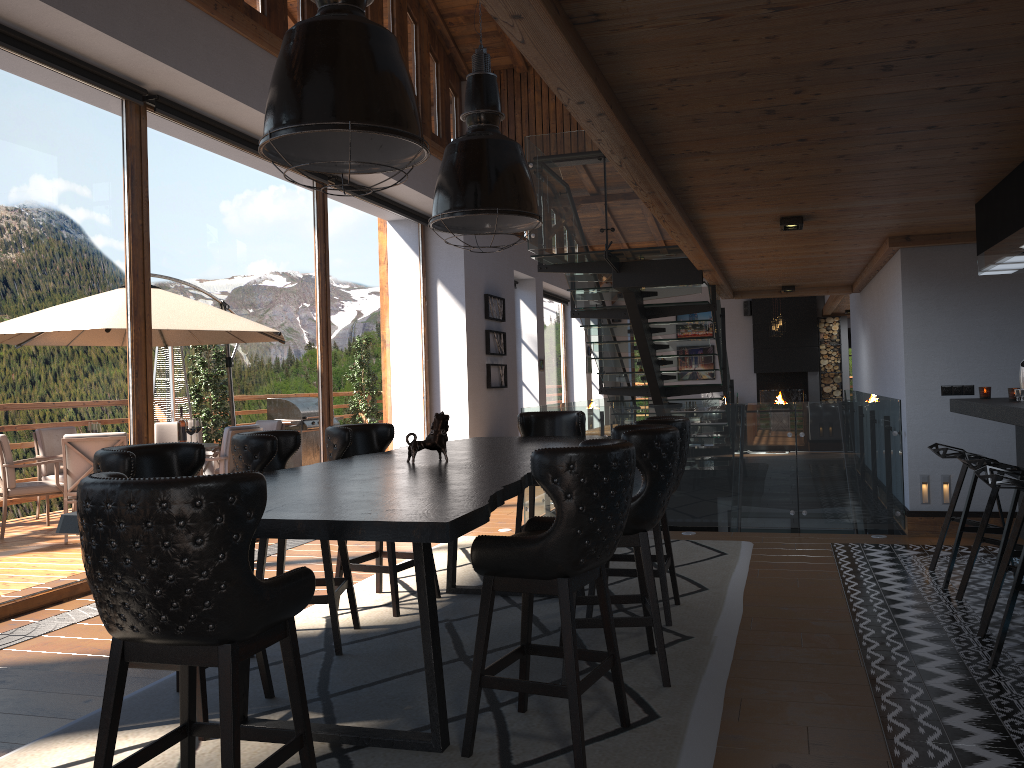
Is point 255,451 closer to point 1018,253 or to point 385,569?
point 385,569

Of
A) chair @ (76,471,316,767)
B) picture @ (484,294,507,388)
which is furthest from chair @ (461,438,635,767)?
picture @ (484,294,507,388)

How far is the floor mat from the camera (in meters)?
3.11

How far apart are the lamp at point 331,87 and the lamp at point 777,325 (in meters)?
14.88

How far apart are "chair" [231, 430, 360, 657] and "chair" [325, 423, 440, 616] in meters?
0.3

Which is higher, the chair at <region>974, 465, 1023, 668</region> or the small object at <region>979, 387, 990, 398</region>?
the small object at <region>979, 387, 990, 398</region>

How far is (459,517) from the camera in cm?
248

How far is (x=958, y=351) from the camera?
6.9m

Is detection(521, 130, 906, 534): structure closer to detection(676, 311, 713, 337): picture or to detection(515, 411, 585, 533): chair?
detection(515, 411, 585, 533): chair

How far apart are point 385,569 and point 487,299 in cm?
Result: 759
